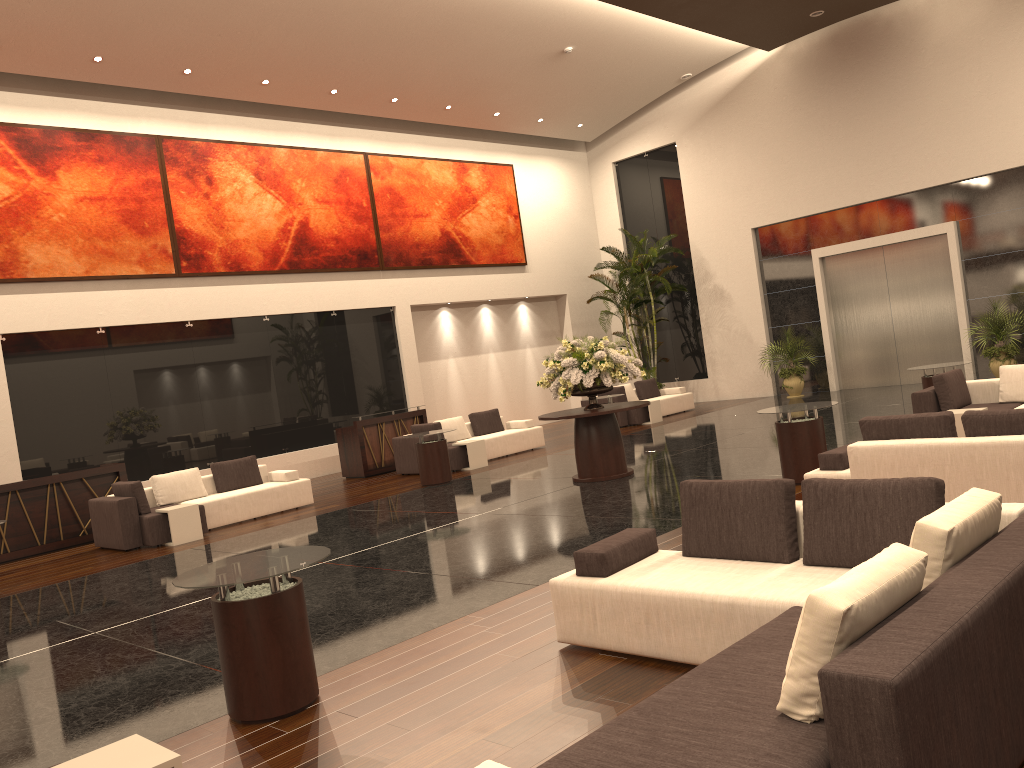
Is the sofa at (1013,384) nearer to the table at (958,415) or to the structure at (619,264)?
the table at (958,415)

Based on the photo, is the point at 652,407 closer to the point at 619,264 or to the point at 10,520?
the point at 619,264

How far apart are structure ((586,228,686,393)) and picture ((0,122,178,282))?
10.3m

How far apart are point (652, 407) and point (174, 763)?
16.0 meters

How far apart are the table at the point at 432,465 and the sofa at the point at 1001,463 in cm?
705

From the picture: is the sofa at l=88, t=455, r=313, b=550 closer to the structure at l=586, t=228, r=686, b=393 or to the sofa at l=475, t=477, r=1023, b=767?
the sofa at l=475, t=477, r=1023, b=767

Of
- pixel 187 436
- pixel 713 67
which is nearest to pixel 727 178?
pixel 713 67

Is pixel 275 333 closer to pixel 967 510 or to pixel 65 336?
pixel 65 336

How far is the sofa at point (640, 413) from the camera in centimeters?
1868cm

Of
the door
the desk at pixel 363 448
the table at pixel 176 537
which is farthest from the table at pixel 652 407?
the table at pixel 176 537
